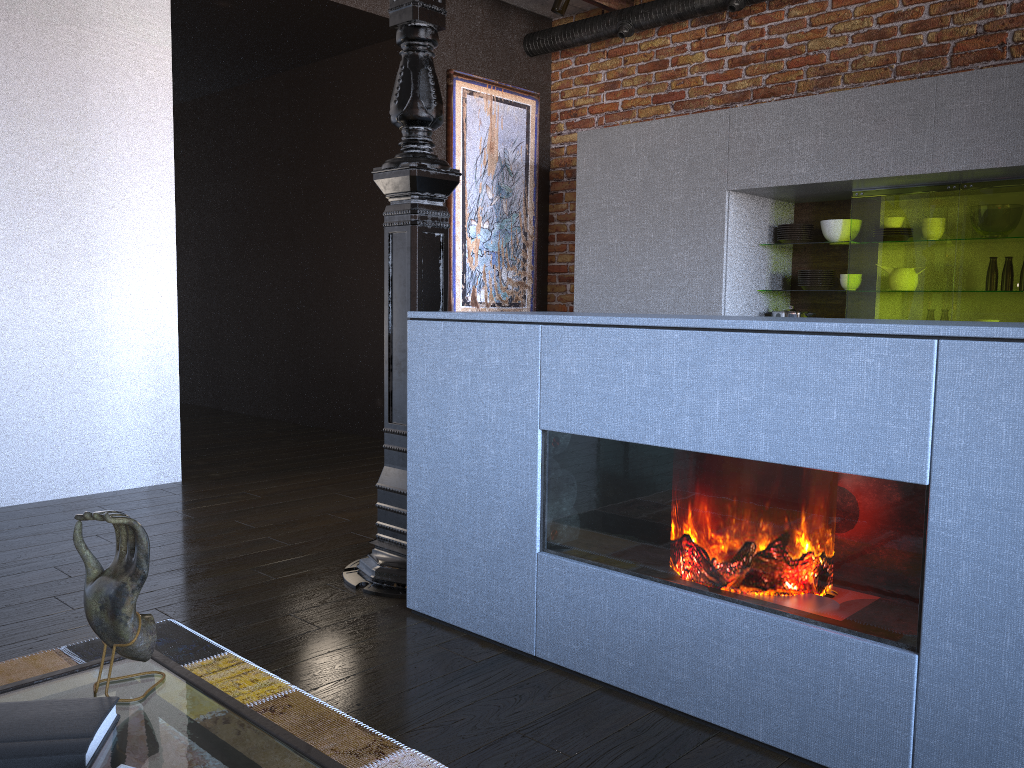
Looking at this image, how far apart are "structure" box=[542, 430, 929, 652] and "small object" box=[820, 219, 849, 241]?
2.8m

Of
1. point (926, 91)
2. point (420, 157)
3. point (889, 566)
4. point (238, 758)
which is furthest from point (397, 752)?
point (926, 91)

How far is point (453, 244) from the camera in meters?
5.3

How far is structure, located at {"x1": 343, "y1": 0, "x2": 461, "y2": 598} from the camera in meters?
2.6 m

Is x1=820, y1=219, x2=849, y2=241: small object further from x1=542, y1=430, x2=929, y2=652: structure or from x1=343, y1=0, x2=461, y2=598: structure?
x1=542, y1=430, x2=929, y2=652: structure

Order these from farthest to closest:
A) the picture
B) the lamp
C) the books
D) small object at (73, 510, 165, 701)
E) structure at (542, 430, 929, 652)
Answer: the picture
the lamp
structure at (542, 430, 929, 652)
small object at (73, 510, 165, 701)
the books

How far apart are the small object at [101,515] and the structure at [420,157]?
1.6 meters

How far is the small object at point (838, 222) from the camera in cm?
431

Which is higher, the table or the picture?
the picture

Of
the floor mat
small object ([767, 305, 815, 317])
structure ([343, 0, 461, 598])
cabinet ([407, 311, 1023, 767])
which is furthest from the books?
small object ([767, 305, 815, 317])
